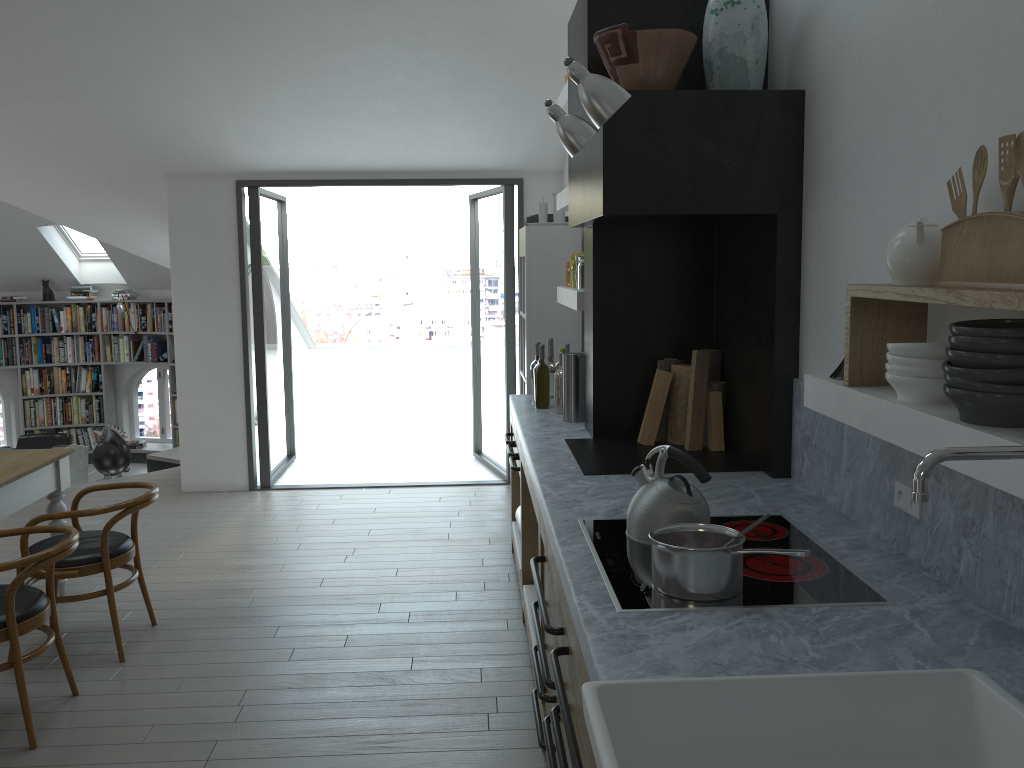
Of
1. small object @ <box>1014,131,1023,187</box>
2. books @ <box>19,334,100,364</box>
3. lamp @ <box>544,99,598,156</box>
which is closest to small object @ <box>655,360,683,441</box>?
lamp @ <box>544,99,598,156</box>

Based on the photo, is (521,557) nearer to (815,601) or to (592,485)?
(592,485)

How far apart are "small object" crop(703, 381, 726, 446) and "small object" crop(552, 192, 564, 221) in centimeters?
221cm

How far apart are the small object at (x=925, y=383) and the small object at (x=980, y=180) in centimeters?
42cm

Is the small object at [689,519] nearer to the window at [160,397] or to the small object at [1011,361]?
the small object at [1011,361]

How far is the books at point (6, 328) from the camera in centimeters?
1070cm

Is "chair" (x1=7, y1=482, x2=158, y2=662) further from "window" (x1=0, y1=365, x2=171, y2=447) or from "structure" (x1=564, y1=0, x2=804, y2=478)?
"window" (x1=0, y1=365, x2=171, y2=447)

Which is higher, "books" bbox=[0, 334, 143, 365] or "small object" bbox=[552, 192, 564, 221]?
"small object" bbox=[552, 192, 564, 221]

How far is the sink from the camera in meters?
1.5

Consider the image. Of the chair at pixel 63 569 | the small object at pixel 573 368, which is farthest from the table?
the small object at pixel 573 368
